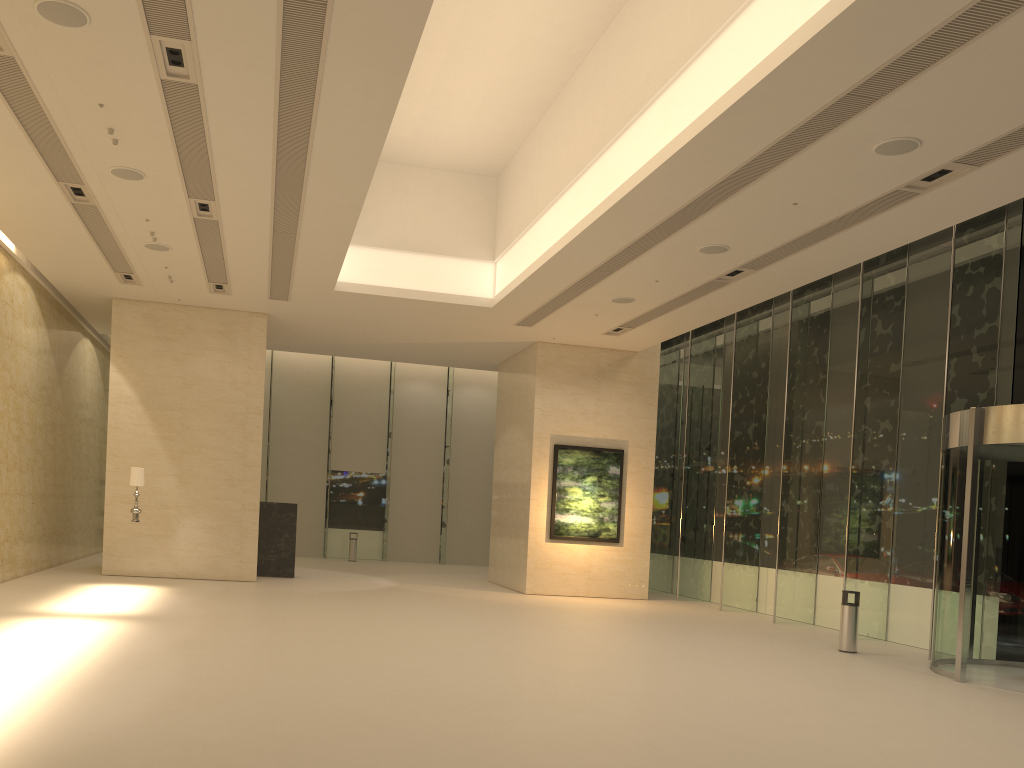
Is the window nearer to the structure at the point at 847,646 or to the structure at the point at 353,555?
the structure at the point at 353,555

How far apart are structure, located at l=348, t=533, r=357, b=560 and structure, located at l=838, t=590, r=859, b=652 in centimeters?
1779cm

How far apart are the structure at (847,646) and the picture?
7.5 meters

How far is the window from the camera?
14.3 meters

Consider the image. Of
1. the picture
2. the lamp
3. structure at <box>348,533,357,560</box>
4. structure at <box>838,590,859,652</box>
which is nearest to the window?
structure at <box>348,533,357,560</box>

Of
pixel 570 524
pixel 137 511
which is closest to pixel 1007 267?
pixel 570 524

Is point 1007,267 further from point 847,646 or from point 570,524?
point 570,524

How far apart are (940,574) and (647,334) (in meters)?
8.78

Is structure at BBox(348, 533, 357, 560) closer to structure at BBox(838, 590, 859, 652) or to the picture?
the picture

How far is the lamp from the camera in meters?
15.7 m
